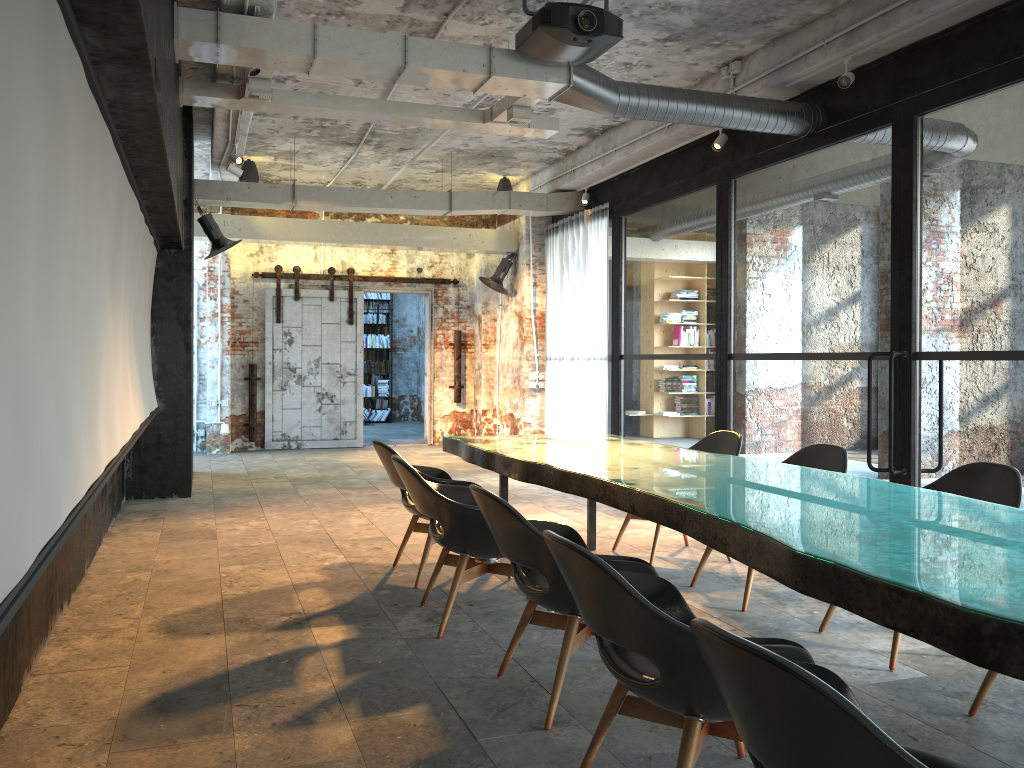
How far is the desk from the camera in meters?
2.0 m

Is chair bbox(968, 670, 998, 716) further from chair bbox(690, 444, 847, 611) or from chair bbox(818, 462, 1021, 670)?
chair bbox(690, 444, 847, 611)

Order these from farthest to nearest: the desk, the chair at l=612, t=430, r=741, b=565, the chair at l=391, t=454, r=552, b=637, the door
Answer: the door → the chair at l=612, t=430, r=741, b=565 → the chair at l=391, t=454, r=552, b=637 → the desk

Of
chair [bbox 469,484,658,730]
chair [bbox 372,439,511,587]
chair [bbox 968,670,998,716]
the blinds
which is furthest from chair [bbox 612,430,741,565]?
the blinds

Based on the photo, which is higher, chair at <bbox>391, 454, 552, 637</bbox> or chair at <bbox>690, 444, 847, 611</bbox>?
chair at <bbox>690, 444, 847, 611</bbox>

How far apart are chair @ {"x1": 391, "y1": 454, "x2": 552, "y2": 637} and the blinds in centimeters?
588cm

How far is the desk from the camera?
2.0m

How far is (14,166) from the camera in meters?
2.0 m

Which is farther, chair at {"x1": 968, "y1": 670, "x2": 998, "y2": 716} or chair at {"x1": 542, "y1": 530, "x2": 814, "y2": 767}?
chair at {"x1": 968, "y1": 670, "x2": 998, "y2": 716}

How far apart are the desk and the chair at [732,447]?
0.26m
